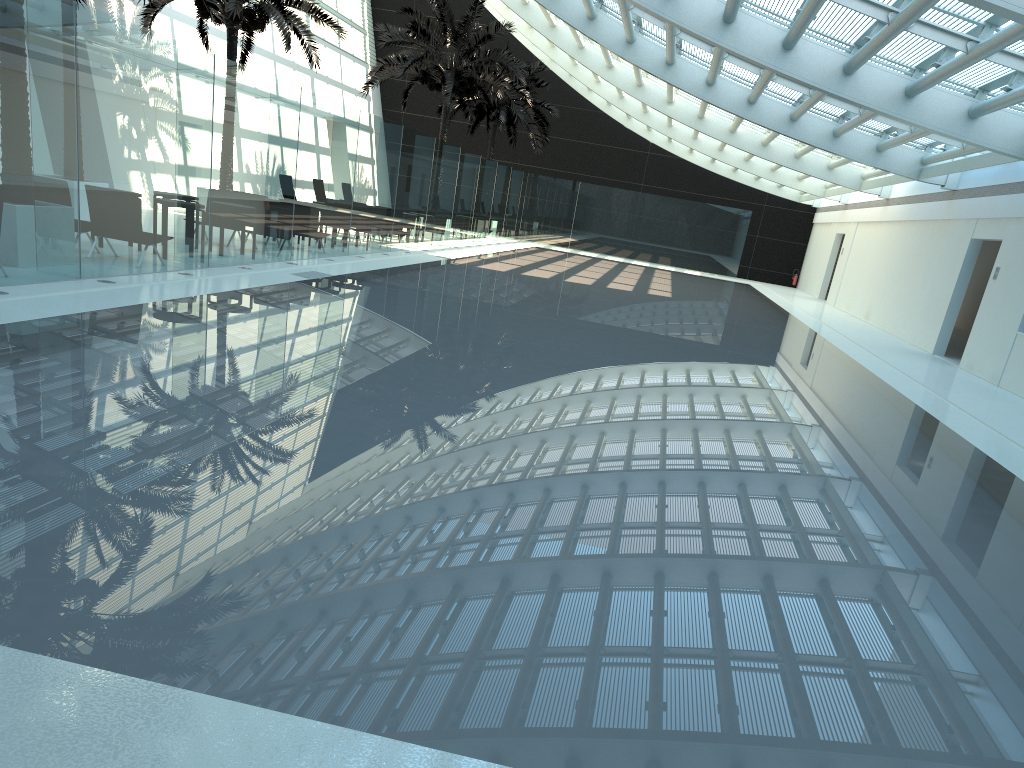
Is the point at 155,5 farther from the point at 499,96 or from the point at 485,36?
the point at 499,96

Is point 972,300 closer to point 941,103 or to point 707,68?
point 707,68

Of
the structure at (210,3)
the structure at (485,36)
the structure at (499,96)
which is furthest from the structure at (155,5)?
the structure at (499,96)

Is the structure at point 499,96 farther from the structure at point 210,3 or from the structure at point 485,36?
the structure at point 210,3

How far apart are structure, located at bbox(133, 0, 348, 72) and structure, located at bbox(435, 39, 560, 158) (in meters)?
11.73

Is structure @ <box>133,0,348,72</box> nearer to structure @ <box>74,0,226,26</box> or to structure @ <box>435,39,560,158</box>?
structure @ <box>74,0,226,26</box>

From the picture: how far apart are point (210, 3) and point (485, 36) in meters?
11.2

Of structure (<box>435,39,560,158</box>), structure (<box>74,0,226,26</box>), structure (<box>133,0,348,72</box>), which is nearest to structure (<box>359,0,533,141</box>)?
structure (<box>133,0,348,72</box>)

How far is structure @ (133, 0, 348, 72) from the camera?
19.2m

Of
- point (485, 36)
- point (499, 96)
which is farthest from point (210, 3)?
point (499, 96)
